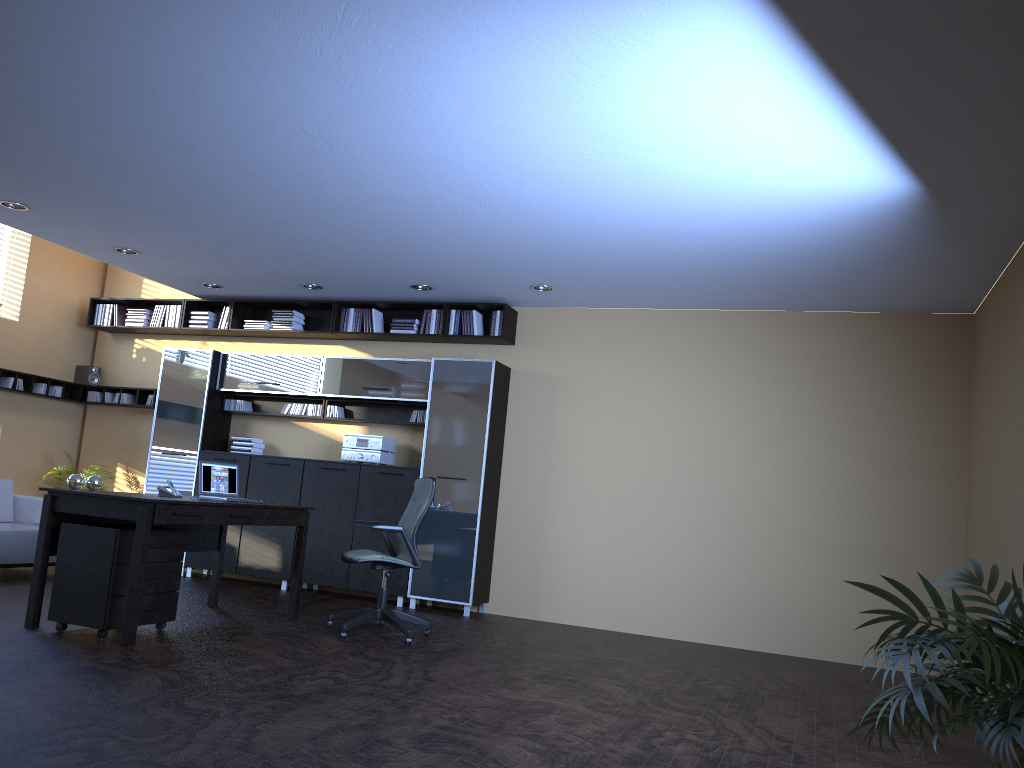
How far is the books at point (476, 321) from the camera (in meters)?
8.71

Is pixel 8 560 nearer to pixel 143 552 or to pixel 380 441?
pixel 143 552

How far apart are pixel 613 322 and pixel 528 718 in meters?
4.8

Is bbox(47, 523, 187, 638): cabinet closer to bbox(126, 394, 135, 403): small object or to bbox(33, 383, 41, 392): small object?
bbox(126, 394, 135, 403): small object

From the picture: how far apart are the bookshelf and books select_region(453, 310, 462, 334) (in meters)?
0.07

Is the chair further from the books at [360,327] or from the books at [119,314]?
the books at [119,314]

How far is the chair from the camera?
6.4m

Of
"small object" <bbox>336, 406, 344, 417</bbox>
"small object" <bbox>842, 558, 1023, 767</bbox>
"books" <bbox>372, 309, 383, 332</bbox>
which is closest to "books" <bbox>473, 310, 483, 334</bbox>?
"books" <bbox>372, 309, 383, 332</bbox>

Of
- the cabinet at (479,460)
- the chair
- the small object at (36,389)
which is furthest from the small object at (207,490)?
the small object at (36,389)

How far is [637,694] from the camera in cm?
531
